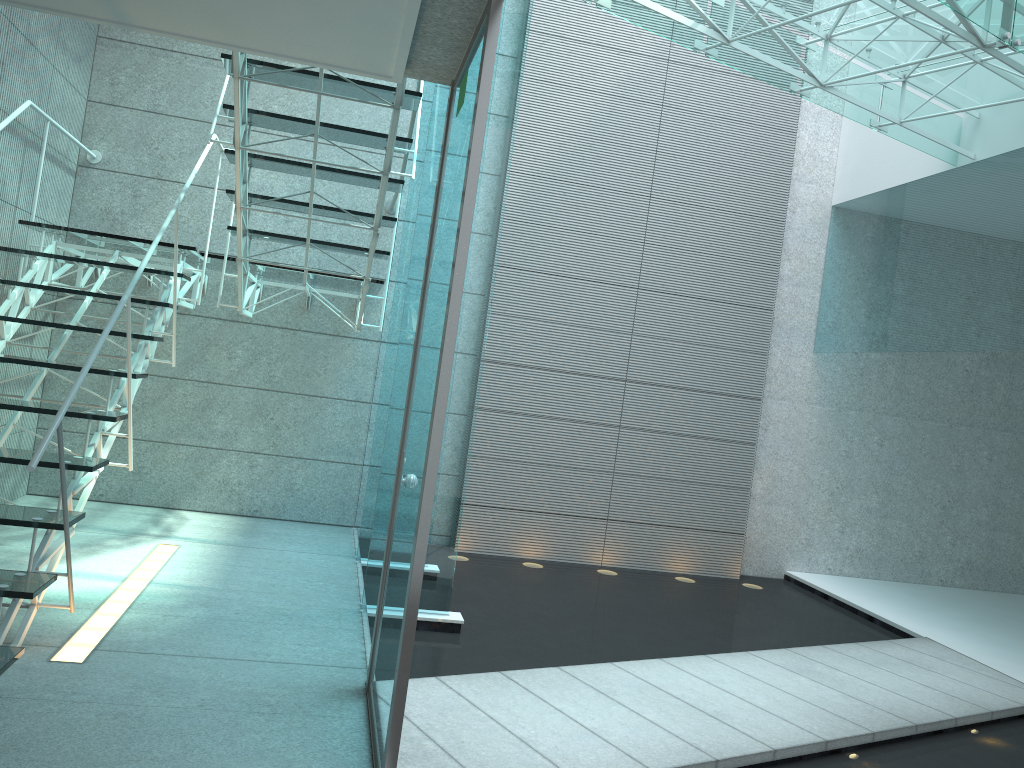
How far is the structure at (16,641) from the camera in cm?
284

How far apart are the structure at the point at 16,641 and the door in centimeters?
61cm

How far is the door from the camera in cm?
214

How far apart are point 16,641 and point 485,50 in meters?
2.3 m

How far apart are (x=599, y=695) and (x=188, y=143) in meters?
4.2 m

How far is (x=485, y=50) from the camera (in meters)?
2.14

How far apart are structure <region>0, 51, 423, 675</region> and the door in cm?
61

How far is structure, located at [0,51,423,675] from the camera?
2.8m

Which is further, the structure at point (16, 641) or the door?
the structure at point (16, 641)
